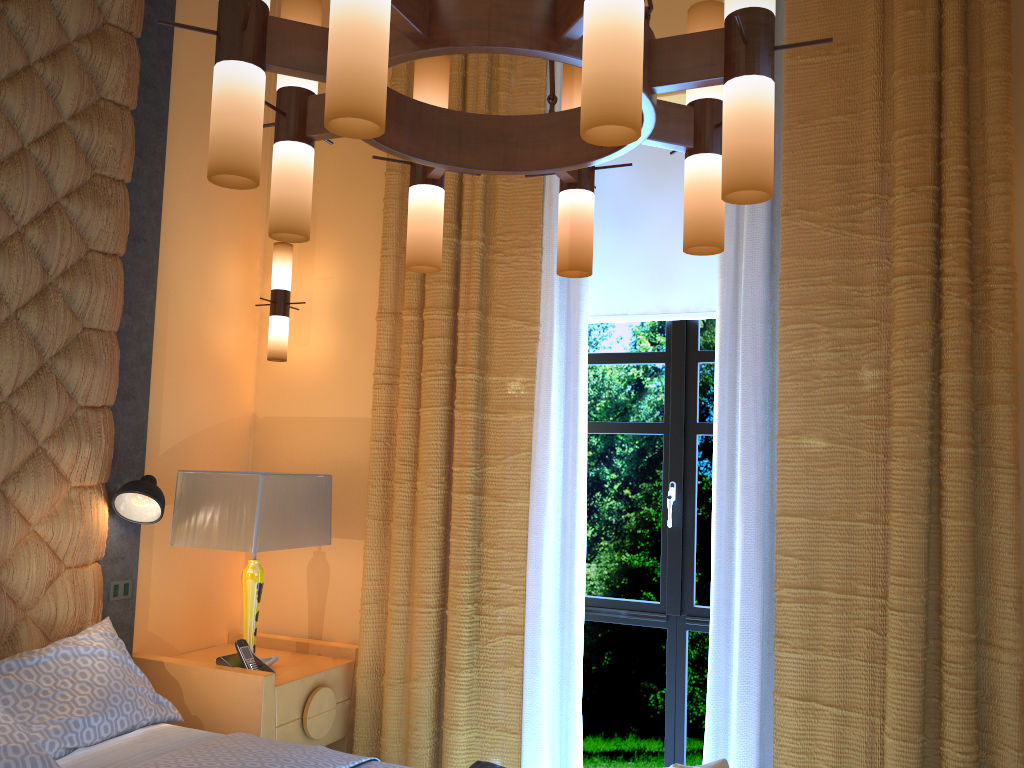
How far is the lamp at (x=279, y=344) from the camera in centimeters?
395cm

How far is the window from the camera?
3.59m

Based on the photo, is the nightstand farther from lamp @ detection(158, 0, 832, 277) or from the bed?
lamp @ detection(158, 0, 832, 277)

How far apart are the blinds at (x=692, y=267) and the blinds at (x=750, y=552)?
0.3 meters

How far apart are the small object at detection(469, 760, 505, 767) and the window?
1.2m

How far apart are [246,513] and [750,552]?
1.9 meters

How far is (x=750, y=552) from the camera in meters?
3.1 m

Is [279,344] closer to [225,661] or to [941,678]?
[225,661]

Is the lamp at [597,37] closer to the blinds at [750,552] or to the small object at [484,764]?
the blinds at [750,552]

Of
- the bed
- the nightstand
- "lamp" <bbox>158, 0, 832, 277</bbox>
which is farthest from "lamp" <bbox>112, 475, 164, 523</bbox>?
"lamp" <bbox>158, 0, 832, 277</bbox>
